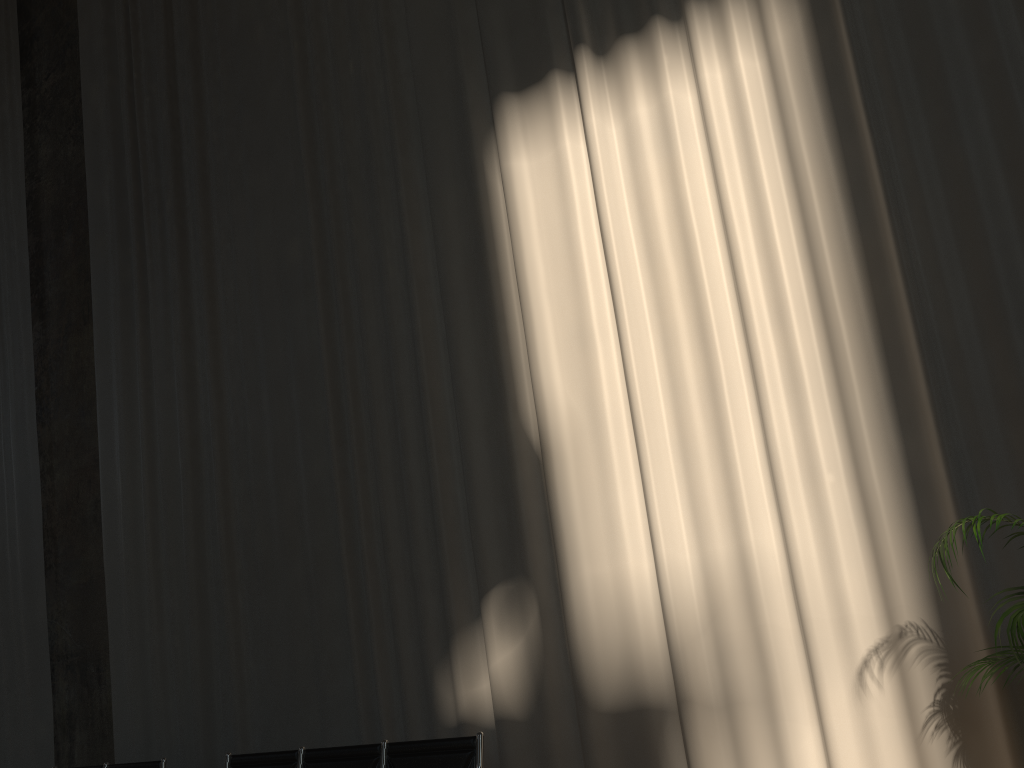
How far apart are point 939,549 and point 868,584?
1.05m

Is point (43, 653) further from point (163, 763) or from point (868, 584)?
point (868, 584)

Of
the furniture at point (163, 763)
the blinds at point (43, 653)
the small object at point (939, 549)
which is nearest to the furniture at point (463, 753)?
the furniture at point (163, 763)

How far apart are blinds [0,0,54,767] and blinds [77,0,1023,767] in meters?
1.0 m

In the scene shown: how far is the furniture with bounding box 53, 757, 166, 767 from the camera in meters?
5.2

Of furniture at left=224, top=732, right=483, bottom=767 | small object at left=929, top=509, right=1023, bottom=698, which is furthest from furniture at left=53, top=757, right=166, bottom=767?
small object at left=929, top=509, right=1023, bottom=698

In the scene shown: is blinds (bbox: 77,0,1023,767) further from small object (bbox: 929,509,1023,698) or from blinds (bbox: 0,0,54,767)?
blinds (bbox: 0,0,54,767)

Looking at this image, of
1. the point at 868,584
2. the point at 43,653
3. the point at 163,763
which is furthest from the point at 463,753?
the point at 43,653

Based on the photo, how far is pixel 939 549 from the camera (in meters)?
2.96

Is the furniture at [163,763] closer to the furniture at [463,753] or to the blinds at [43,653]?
the furniture at [463,753]
